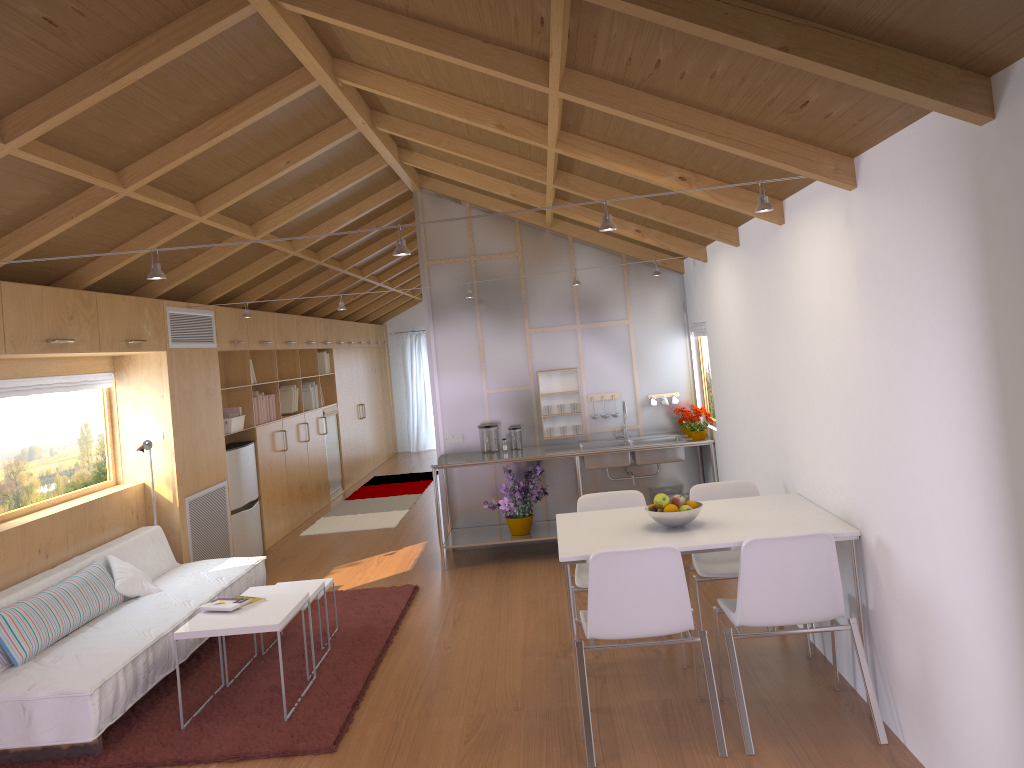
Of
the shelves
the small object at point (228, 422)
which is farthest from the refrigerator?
the shelves

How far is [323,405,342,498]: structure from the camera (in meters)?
10.66

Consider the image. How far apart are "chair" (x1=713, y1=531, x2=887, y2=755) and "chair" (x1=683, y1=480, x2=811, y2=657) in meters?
0.5 m

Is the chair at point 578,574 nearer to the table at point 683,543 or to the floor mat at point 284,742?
the table at point 683,543

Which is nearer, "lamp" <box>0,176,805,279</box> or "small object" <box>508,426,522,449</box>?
"lamp" <box>0,176,805,279</box>

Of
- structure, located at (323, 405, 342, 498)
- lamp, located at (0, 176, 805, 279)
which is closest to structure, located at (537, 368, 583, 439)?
lamp, located at (0, 176, 805, 279)

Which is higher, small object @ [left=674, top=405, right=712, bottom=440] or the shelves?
small object @ [left=674, top=405, right=712, bottom=440]

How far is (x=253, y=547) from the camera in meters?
7.6

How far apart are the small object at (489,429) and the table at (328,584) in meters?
2.1 m

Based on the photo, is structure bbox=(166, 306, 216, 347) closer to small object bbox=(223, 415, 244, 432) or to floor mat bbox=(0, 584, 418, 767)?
small object bbox=(223, 415, 244, 432)
